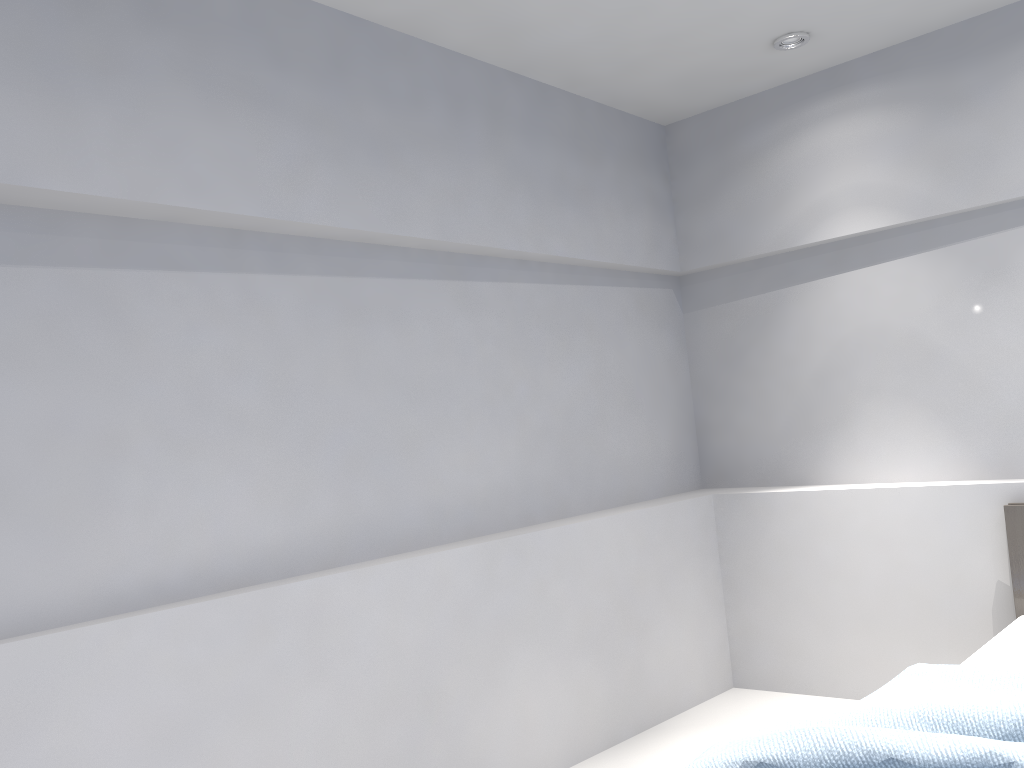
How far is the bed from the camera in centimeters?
177cm

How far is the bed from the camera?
1.8 meters

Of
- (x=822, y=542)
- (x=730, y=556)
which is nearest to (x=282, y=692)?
(x=730, y=556)

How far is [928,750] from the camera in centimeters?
177cm
